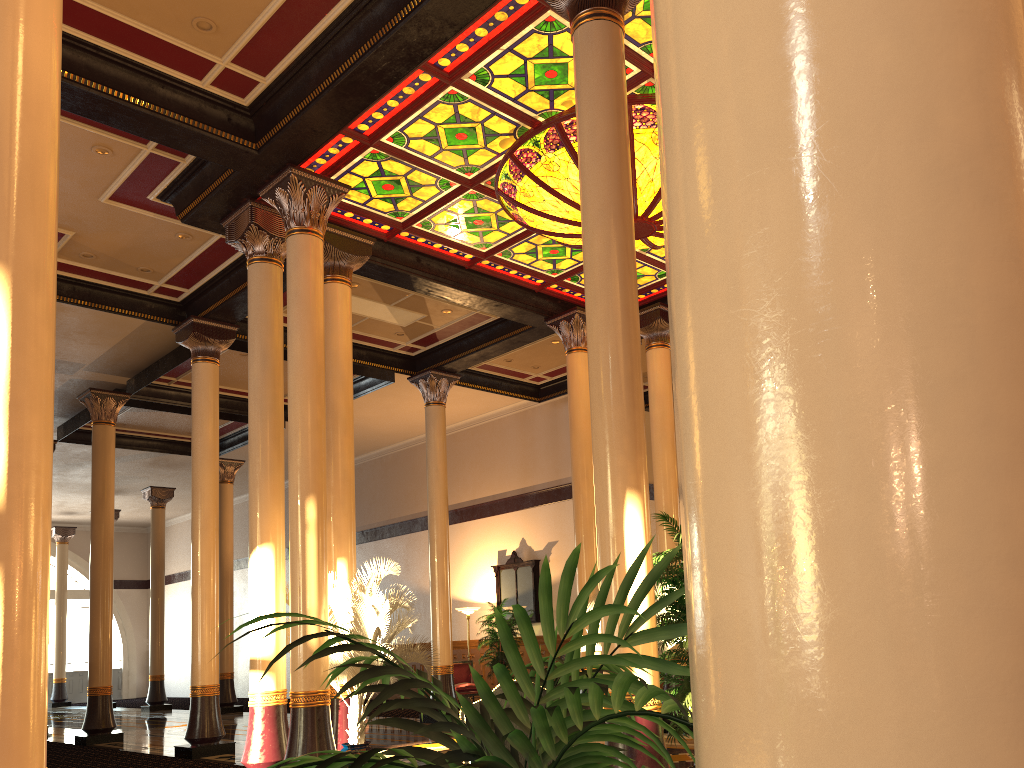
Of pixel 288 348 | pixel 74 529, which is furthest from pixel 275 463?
pixel 74 529

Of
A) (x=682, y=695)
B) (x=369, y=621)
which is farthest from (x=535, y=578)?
(x=682, y=695)

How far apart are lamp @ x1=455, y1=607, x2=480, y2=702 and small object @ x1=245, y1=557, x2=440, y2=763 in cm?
855

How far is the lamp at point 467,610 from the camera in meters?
17.8 m

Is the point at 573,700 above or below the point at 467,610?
below

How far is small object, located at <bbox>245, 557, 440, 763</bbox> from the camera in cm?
822

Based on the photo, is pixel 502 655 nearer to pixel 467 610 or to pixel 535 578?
pixel 467 610

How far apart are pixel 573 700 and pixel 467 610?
17.2 meters

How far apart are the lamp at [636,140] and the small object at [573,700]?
7.5 meters

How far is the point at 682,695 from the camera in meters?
5.3
